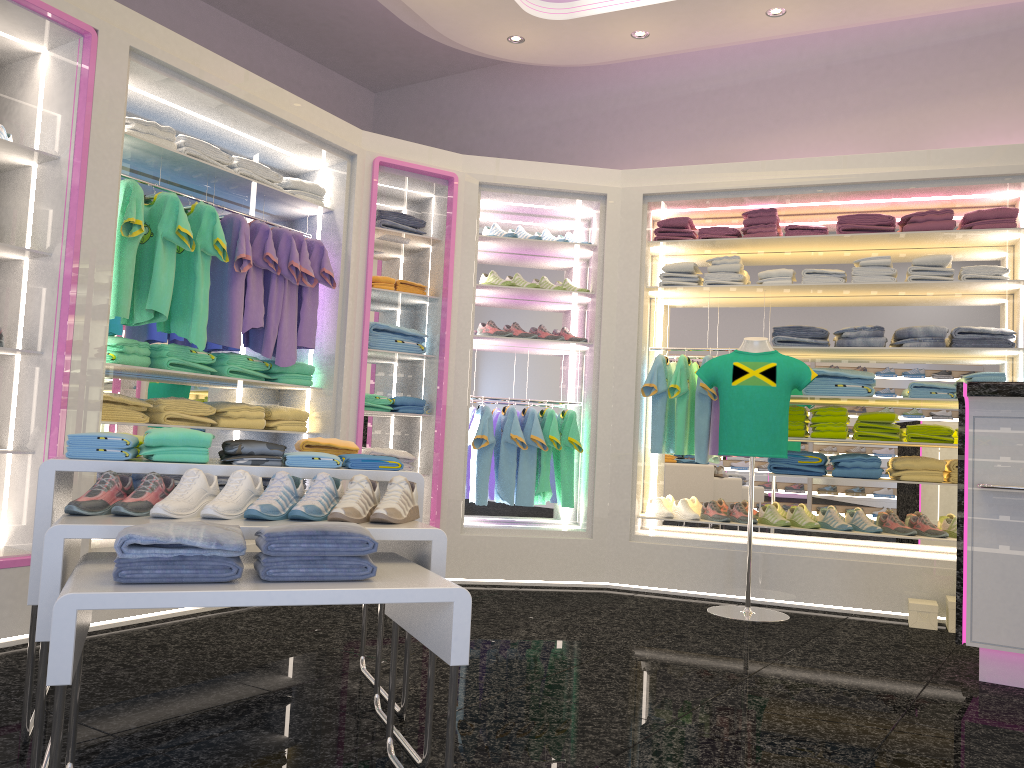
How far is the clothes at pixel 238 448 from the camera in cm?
267

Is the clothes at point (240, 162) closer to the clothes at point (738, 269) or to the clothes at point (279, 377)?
the clothes at point (279, 377)

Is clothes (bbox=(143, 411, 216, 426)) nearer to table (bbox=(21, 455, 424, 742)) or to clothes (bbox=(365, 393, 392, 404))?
clothes (bbox=(365, 393, 392, 404))

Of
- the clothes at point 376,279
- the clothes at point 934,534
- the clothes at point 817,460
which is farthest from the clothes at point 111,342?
the clothes at point 934,534

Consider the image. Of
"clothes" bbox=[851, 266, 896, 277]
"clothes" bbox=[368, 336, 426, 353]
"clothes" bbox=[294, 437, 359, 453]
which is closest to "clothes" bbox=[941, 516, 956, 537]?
"clothes" bbox=[851, 266, 896, 277]

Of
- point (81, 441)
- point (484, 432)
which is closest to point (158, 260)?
point (81, 441)

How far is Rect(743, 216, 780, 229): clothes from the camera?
5.65m

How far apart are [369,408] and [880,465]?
3.1 meters

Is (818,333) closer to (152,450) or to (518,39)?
(518,39)

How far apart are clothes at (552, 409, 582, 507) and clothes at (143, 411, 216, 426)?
2.3m
